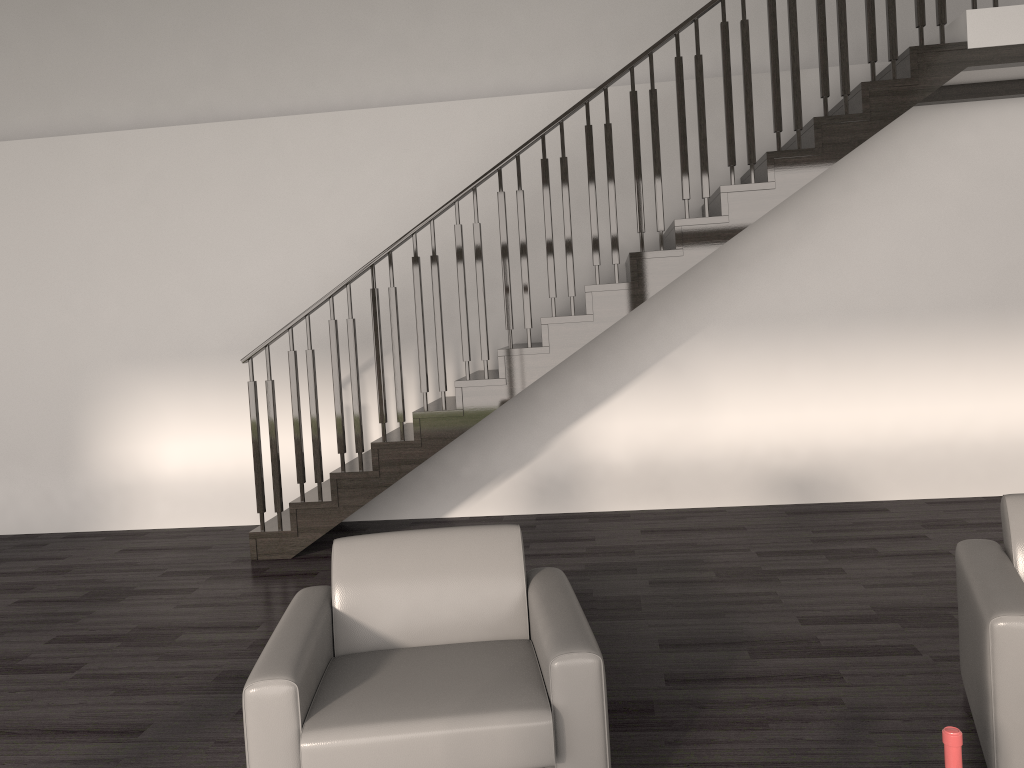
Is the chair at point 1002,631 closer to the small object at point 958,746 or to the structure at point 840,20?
the small object at point 958,746

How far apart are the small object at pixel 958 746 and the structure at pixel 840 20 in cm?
380

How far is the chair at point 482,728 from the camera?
2.3m

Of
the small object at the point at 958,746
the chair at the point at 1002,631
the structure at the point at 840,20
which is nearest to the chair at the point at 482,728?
the small object at the point at 958,746

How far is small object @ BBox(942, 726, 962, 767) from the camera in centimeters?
162cm

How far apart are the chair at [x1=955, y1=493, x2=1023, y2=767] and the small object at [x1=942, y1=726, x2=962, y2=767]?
0.9m

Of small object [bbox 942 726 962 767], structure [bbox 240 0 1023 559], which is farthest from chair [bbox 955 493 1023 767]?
structure [bbox 240 0 1023 559]

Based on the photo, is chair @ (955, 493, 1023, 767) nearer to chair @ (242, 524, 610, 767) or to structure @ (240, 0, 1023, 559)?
chair @ (242, 524, 610, 767)

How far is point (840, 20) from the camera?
5.0 meters

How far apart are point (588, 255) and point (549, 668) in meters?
4.3
